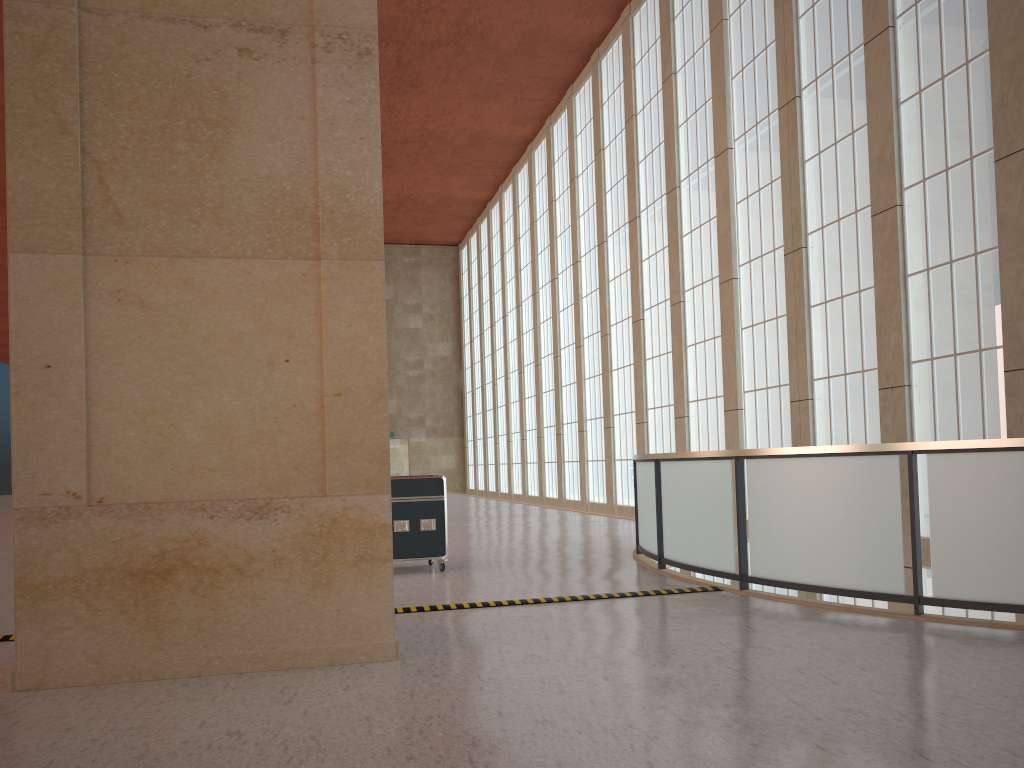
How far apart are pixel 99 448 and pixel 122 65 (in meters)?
3.26

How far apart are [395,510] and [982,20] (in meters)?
13.09

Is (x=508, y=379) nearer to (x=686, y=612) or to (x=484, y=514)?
(x=484, y=514)

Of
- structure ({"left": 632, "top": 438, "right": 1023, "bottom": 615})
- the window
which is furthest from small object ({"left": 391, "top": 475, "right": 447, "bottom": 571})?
the window

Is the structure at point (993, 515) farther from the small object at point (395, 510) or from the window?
the window

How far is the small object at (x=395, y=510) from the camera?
13.83m

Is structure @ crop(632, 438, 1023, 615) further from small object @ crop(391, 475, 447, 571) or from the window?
the window

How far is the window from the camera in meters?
15.4

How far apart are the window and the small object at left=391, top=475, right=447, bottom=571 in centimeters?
926cm

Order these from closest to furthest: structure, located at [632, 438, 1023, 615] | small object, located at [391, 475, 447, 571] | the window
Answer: structure, located at [632, 438, 1023, 615] < small object, located at [391, 475, 447, 571] < the window
